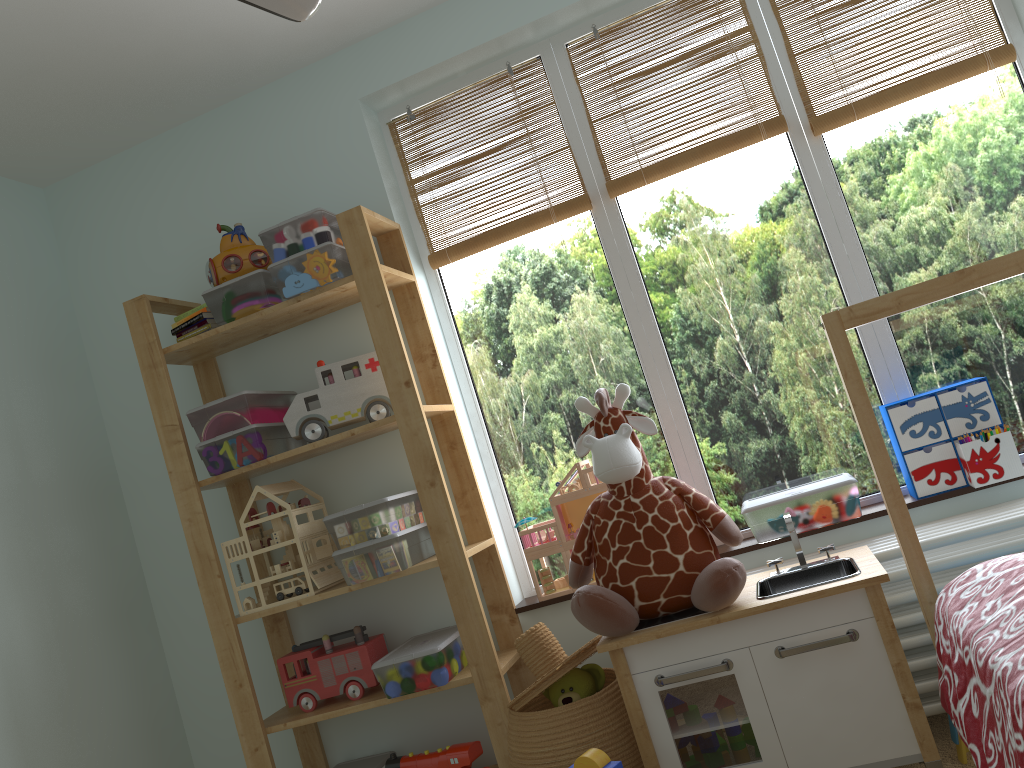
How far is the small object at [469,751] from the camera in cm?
225

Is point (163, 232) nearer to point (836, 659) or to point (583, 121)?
point (583, 121)

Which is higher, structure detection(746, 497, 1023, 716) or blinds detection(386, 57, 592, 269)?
blinds detection(386, 57, 592, 269)

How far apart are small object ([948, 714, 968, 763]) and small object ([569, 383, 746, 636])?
0.6 meters

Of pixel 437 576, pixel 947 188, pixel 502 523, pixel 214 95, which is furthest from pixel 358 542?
pixel 947 188

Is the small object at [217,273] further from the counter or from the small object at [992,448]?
the small object at [992,448]

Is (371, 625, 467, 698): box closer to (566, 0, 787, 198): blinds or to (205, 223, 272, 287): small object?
(205, 223, 272, 287): small object

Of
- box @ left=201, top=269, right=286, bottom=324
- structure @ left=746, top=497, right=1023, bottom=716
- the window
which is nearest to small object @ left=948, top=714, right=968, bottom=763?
structure @ left=746, top=497, right=1023, bottom=716

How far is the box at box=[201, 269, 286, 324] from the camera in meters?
2.4

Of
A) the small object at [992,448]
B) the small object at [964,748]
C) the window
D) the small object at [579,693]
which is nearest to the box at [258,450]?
the window
